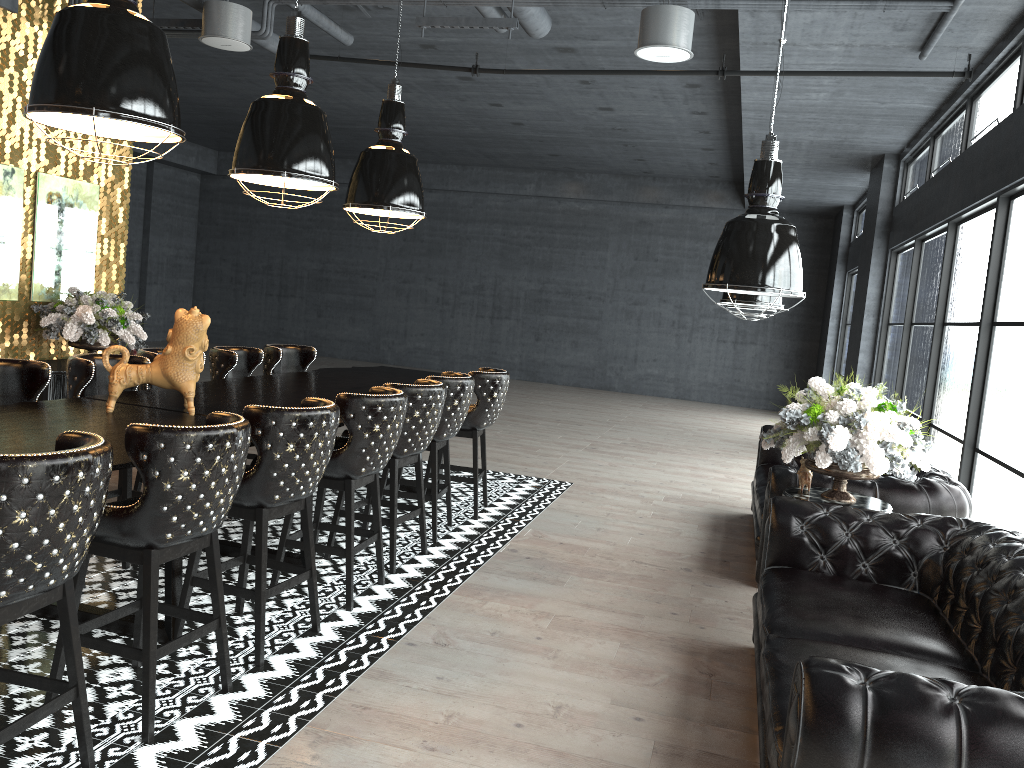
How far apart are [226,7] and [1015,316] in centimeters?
574cm

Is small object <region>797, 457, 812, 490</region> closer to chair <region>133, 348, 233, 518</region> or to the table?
the table

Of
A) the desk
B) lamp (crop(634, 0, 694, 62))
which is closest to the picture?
the desk

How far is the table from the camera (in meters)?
4.74

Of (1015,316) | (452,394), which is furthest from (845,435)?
(452,394)

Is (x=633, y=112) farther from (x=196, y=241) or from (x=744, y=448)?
(x=196, y=241)

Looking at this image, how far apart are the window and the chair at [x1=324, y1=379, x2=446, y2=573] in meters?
3.4

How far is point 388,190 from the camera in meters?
6.2

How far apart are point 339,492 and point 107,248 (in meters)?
4.54

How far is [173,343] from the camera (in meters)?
4.28
